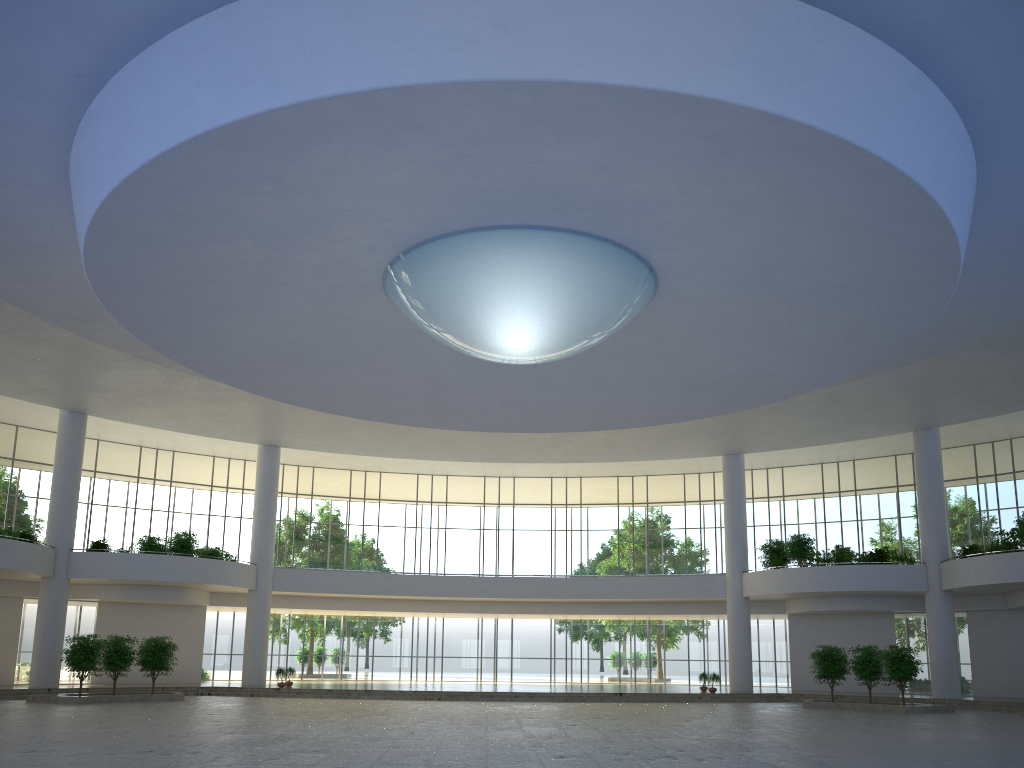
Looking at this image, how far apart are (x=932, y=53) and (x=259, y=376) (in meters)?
34.67
